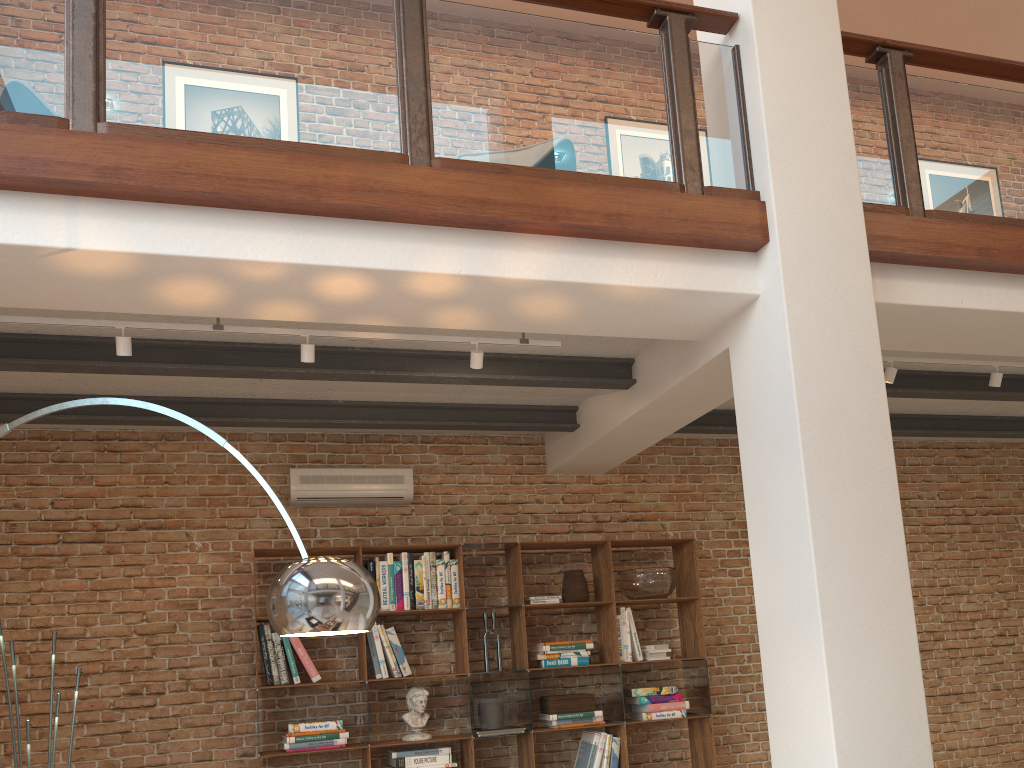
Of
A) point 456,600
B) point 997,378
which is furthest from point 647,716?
point 997,378

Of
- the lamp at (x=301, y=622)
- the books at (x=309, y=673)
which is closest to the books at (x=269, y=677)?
the books at (x=309, y=673)

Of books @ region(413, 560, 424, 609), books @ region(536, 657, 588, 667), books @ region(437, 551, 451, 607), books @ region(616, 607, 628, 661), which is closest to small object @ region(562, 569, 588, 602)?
books @ region(616, 607, 628, 661)

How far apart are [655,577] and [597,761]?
1.22m

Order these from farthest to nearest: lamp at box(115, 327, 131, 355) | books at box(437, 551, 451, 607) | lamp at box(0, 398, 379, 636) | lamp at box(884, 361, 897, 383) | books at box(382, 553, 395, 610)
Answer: books at box(437, 551, 451, 607), books at box(382, 553, 395, 610), lamp at box(884, 361, 897, 383), lamp at box(115, 327, 131, 355), lamp at box(0, 398, 379, 636)

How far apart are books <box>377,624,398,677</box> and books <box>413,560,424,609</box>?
0.31m

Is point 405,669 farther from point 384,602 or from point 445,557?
point 445,557

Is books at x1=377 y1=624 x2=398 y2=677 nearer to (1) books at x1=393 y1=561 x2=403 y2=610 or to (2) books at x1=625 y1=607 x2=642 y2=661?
(1) books at x1=393 y1=561 x2=403 y2=610

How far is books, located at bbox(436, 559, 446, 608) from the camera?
5.6 meters

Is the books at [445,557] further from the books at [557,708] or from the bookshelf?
the books at [557,708]
